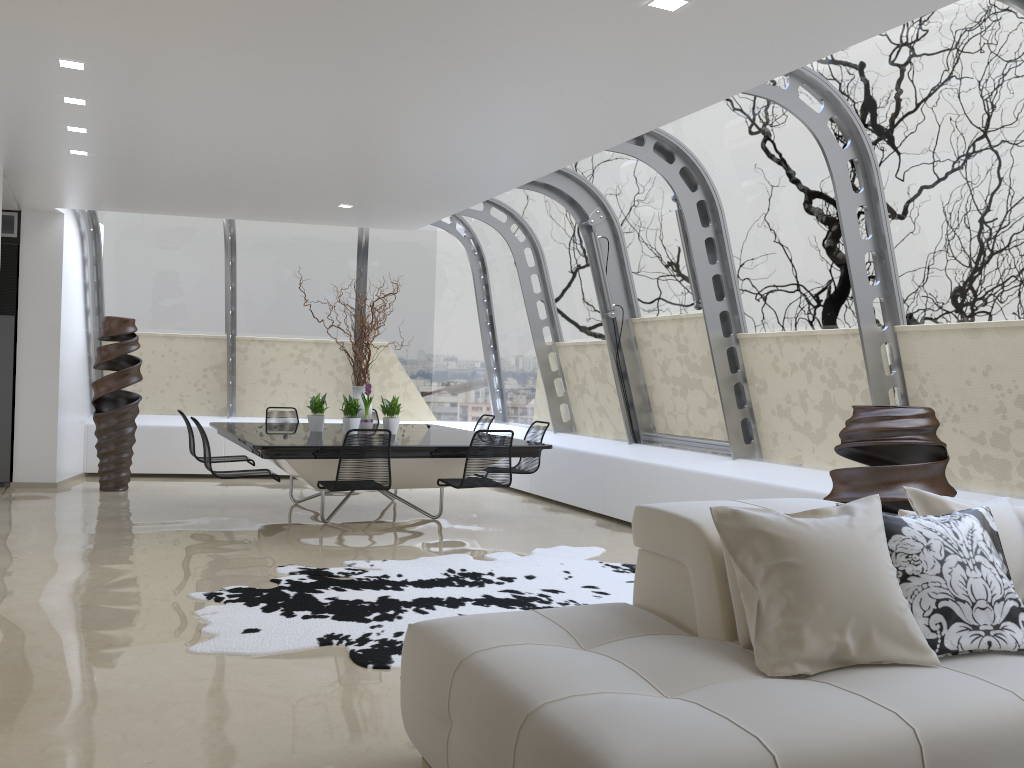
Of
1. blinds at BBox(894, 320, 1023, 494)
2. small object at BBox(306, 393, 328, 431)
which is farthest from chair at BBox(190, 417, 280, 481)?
blinds at BBox(894, 320, 1023, 494)

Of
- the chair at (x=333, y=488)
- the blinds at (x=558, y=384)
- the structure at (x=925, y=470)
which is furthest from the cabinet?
the structure at (x=925, y=470)

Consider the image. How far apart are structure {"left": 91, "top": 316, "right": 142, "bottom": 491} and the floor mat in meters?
4.3

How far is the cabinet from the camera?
9.3m

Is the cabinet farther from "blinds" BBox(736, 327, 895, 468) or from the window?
"blinds" BBox(736, 327, 895, 468)

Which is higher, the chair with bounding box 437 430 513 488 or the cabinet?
the cabinet

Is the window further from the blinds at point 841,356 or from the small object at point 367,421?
the small object at point 367,421

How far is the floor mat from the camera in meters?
4.3

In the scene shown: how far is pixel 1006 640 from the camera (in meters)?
2.78

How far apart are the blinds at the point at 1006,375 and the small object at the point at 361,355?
4.54m
